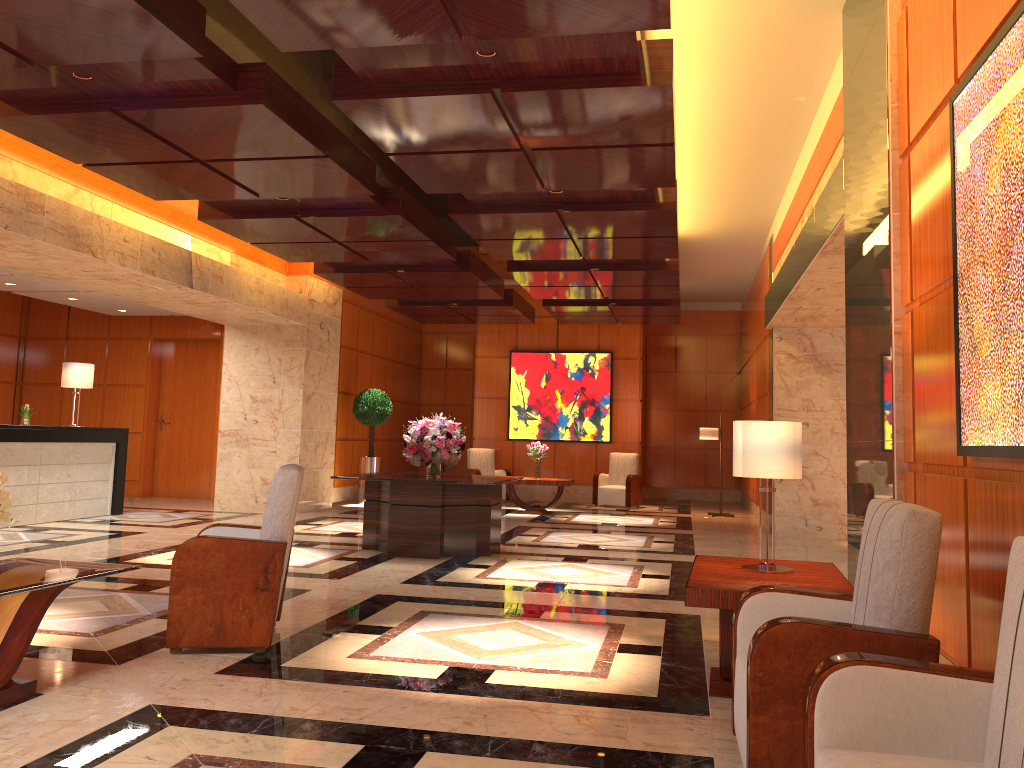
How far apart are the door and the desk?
3.1m

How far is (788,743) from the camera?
2.8m

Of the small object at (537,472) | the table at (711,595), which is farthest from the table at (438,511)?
the small object at (537,472)

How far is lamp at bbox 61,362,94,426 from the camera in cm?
1135

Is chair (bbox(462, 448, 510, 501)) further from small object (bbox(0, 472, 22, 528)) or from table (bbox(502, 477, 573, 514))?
small object (bbox(0, 472, 22, 528))

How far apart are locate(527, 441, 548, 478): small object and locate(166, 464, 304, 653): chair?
9.1m

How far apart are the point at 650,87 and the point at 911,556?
3.4m

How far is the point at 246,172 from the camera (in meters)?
7.28

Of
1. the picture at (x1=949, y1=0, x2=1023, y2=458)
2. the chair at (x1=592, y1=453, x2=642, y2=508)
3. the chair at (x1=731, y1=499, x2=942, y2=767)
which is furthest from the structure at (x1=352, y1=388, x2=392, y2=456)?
the picture at (x1=949, y1=0, x2=1023, y2=458)

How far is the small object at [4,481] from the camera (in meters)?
3.49
